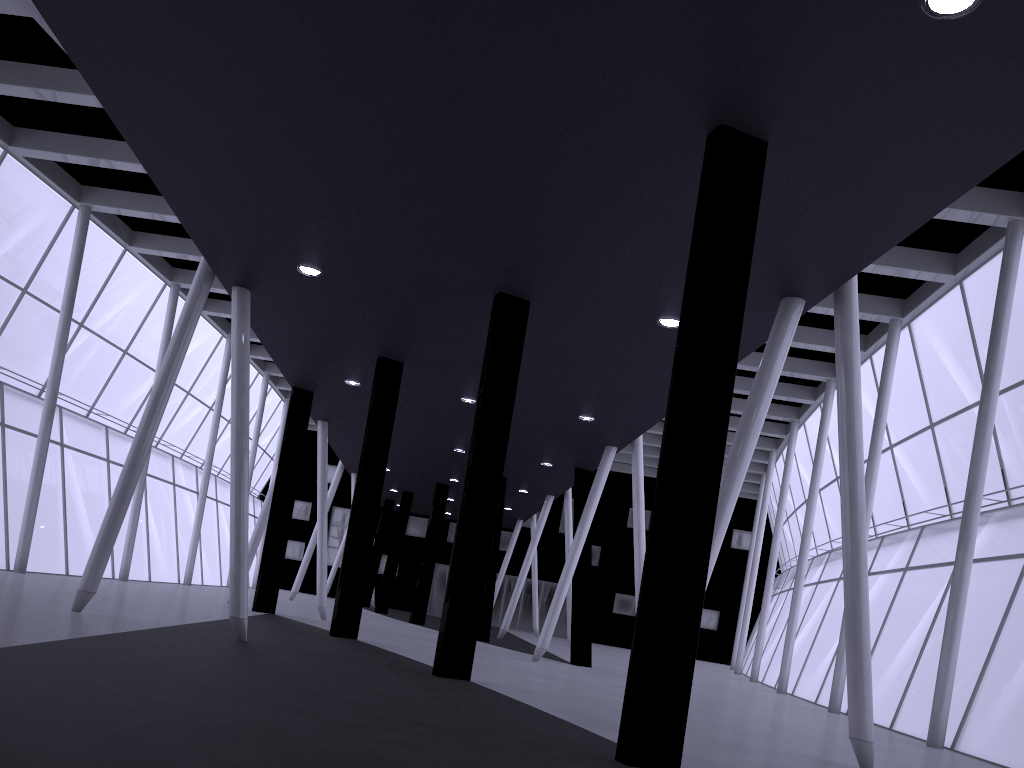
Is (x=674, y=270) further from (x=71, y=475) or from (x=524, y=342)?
(x=71, y=475)

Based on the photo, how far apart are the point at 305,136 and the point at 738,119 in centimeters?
664cm
